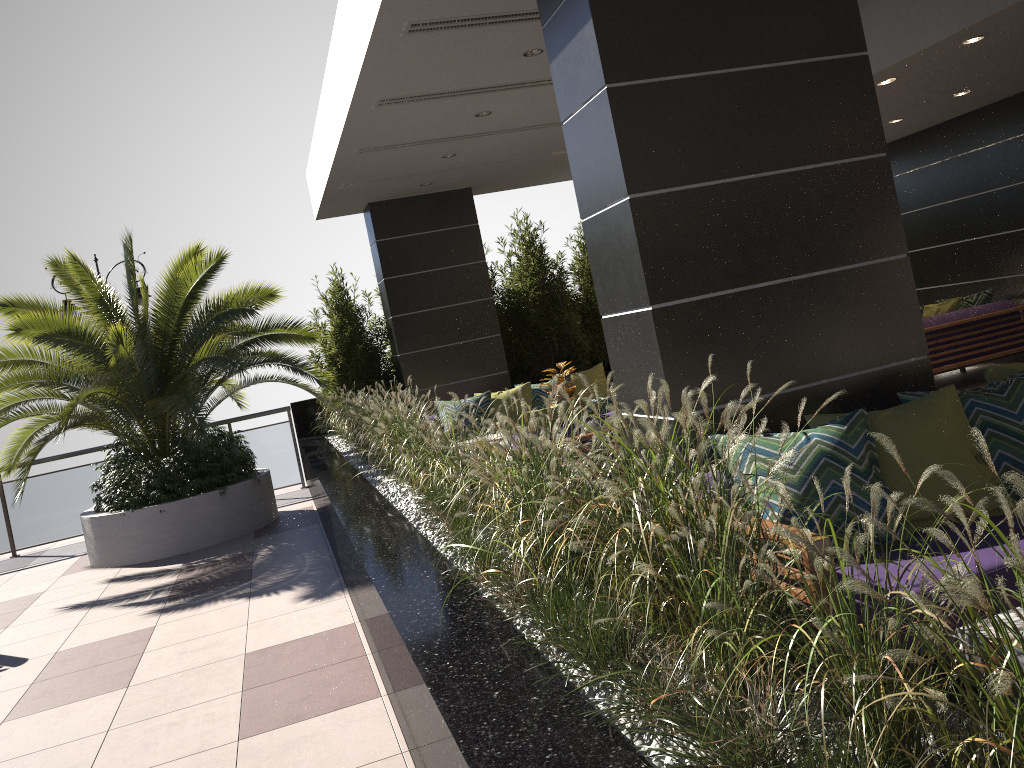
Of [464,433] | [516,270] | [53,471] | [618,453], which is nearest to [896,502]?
[618,453]

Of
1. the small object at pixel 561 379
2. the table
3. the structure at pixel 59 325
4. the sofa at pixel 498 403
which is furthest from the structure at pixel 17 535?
the table

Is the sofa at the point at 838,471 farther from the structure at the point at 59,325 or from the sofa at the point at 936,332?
the structure at the point at 59,325

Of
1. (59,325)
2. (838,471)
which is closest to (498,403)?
(59,325)

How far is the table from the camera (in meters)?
2.06

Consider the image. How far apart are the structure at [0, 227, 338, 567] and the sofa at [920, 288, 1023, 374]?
5.9m

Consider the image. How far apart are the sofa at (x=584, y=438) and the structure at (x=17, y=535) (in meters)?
6.00

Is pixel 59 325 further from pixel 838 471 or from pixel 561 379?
pixel 838 471

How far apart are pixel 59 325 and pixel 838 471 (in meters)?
7.40

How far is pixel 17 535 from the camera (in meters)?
10.42
